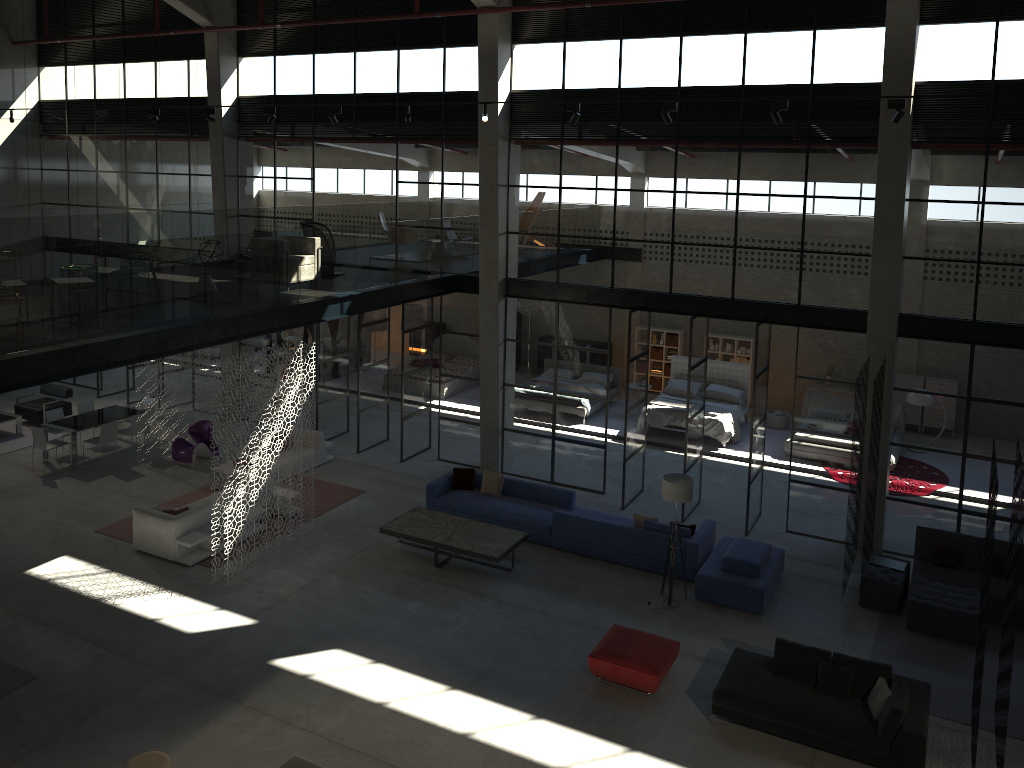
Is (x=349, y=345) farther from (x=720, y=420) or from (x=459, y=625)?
(x=459, y=625)

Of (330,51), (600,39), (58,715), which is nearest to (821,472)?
(600,39)

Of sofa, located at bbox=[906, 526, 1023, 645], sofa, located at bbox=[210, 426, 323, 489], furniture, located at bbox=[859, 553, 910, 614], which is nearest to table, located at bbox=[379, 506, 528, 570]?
sofa, located at bbox=[210, 426, 323, 489]

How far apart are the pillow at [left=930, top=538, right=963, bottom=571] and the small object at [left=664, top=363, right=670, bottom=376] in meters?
11.0 m

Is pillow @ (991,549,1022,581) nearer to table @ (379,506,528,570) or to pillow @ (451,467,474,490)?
table @ (379,506,528,570)

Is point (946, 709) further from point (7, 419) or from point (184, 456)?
point (7, 419)

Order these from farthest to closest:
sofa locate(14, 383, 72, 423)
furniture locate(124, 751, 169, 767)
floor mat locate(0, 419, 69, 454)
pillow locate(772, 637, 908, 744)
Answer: sofa locate(14, 383, 72, 423) < floor mat locate(0, 419, 69, 454) < pillow locate(772, 637, 908, 744) < furniture locate(124, 751, 169, 767)

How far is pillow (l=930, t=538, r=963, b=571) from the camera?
12.81m

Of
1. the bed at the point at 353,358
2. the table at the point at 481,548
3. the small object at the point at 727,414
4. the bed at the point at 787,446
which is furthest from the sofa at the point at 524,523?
the bed at the point at 353,358

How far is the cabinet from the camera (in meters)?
26.42
